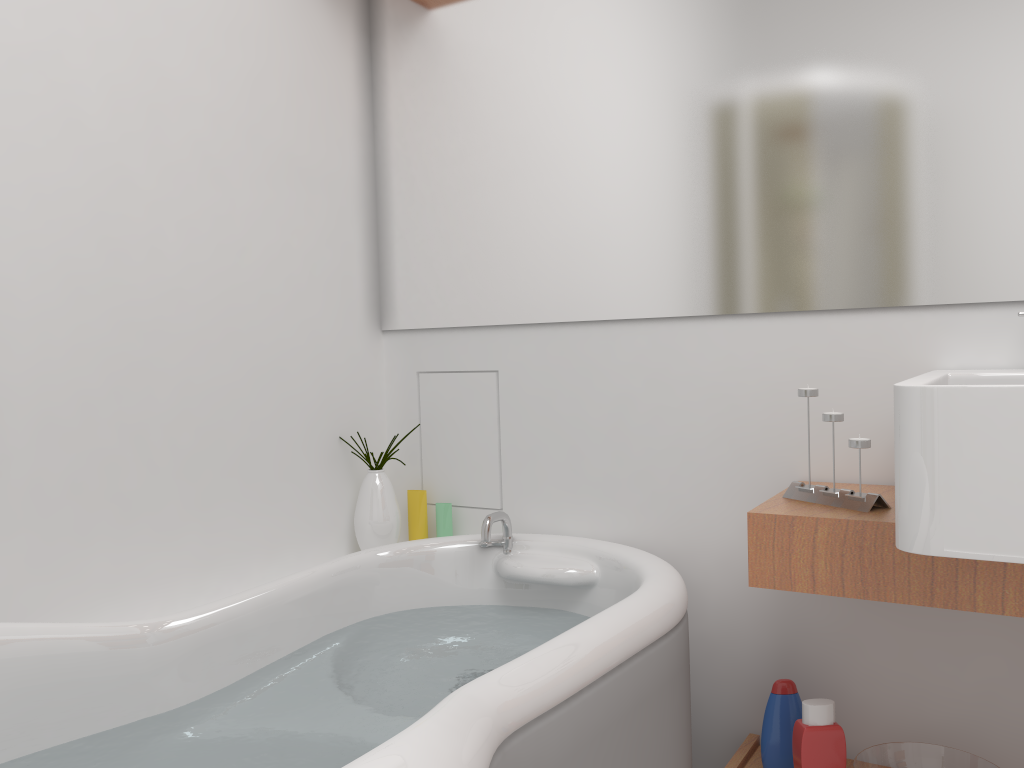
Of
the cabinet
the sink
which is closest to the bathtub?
the cabinet

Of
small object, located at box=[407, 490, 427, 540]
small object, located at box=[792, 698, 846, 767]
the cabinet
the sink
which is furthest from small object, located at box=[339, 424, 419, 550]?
the sink

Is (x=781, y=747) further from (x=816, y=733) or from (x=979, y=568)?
(x=979, y=568)

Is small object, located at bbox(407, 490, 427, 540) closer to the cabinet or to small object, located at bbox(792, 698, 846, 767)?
the cabinet

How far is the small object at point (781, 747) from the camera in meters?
1.6

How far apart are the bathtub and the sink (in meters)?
0.42

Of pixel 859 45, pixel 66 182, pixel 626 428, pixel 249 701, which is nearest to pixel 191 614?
pixel 249 701

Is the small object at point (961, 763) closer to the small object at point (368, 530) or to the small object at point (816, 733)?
the small object at point (816, 733)

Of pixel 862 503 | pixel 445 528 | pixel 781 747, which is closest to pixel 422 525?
pixel 445 528

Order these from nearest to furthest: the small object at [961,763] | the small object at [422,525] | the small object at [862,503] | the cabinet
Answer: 1. the cabinet
2. the small object at [862,503]
3. the small object at [961,763]
4. the small object at [422,525]
